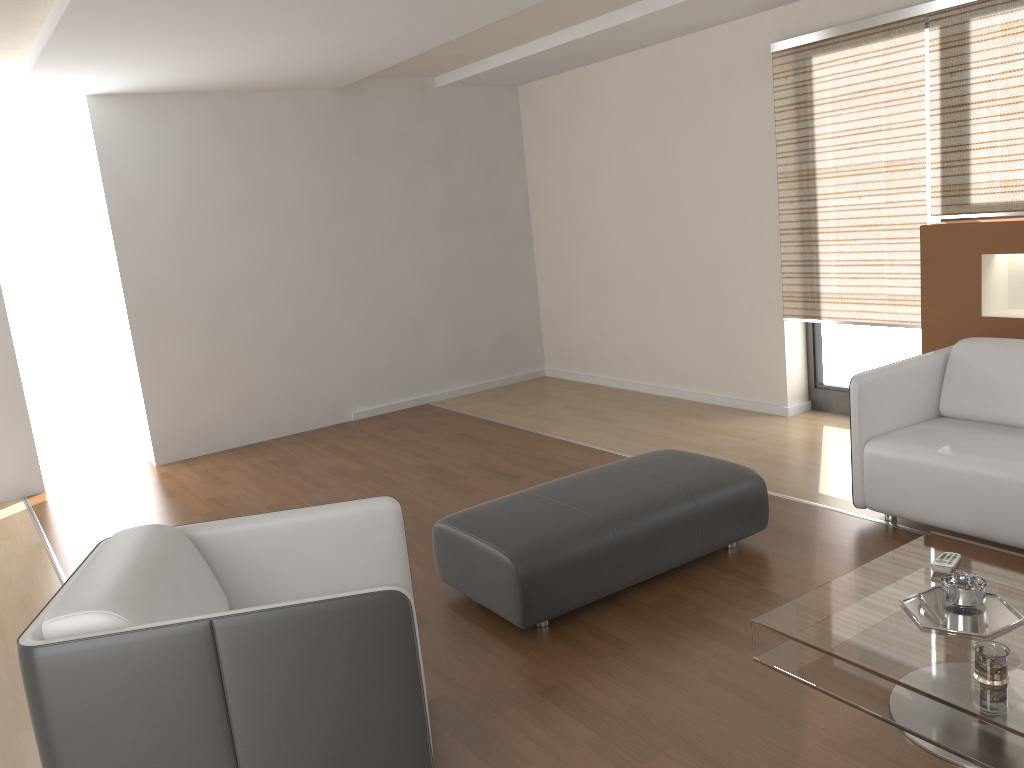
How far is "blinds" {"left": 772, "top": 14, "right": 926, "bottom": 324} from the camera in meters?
4.7 m

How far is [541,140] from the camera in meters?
7.4 m

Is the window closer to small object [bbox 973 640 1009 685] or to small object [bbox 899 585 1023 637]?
small object [bbox 899 585 1023 637]

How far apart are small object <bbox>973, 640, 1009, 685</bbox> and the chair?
1.33m

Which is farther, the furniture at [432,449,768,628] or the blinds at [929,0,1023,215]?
the blinds at [929,0,1023,215]

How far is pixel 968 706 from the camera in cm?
202

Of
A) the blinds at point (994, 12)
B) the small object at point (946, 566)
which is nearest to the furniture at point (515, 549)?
the small object at point (946, 566)

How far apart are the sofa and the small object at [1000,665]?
1.4m

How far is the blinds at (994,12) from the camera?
4.2 meters

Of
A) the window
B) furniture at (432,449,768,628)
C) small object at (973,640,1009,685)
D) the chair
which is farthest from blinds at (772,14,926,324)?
the chair
